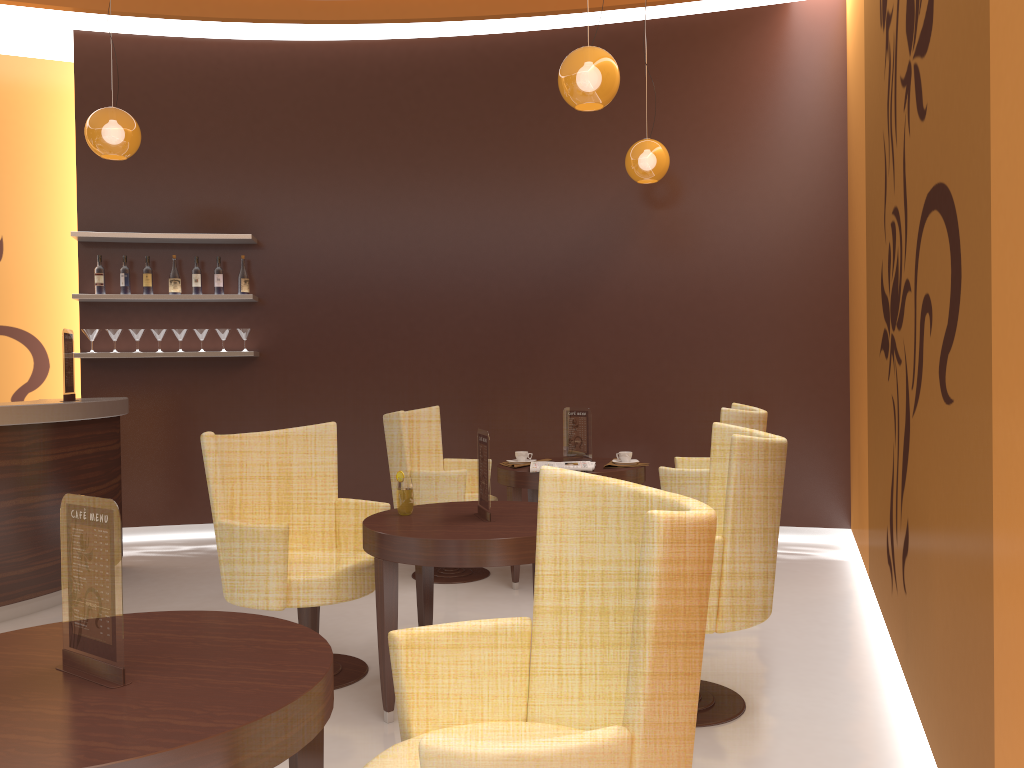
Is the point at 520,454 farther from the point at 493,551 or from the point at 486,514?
the point at 493,551

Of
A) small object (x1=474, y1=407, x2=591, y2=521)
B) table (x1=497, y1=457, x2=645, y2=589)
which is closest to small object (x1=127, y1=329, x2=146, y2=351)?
table (x1=497, y1=457, x2=645, y2=589)

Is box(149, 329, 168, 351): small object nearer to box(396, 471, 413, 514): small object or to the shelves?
the shelves

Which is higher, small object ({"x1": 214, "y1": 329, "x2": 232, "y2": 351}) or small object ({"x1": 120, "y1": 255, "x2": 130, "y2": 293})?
small object ({"x1": 120, "y1": 255, "x2": 130, "y2": 293})

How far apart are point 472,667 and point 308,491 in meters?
2.2 m

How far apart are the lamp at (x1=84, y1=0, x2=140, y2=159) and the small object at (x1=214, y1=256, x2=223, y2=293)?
1.5m

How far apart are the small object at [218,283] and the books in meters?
3.1 m

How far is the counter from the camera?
4.50m

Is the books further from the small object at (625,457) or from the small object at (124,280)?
the small object at (124,280)

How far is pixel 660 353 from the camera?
6.5m
